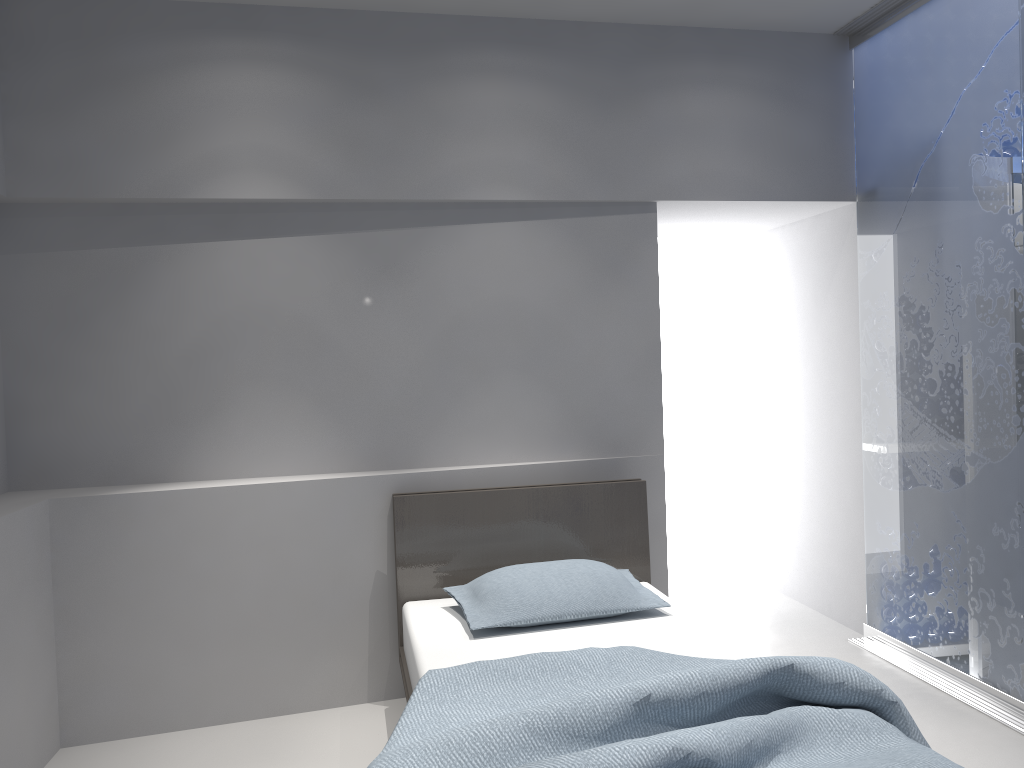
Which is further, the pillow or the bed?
the pillow

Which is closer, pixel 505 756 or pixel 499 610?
pixel 505 756

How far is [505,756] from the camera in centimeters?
188cm

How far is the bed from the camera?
1.9m

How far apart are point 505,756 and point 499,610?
1.1 meters

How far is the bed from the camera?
1.9m

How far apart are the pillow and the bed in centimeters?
3cm

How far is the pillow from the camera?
3.0 meters
